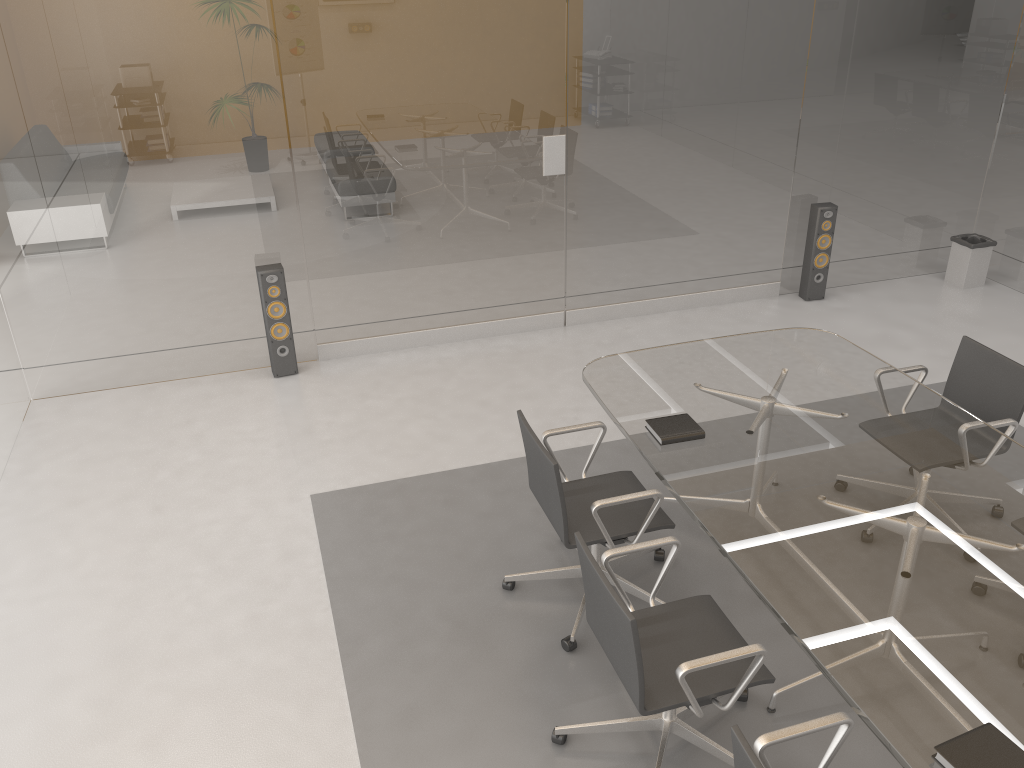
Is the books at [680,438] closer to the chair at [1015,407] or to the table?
the table

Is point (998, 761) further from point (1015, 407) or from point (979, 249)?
point (979, 249)

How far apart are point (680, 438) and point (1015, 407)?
1.5 meters

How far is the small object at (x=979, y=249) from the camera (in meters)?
6.59

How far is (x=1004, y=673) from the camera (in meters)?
2.31

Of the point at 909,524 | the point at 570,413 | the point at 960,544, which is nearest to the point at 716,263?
the point at 570,413

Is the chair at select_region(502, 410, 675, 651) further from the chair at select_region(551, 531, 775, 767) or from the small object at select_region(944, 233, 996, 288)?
the small object at select_region(944, 233, 996, 288)

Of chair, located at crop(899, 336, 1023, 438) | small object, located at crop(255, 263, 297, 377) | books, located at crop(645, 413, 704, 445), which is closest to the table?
books, located at crop(645, 413, 704, 445)

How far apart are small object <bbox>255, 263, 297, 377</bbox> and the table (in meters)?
2.25

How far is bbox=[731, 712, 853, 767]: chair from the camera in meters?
2.0 m
